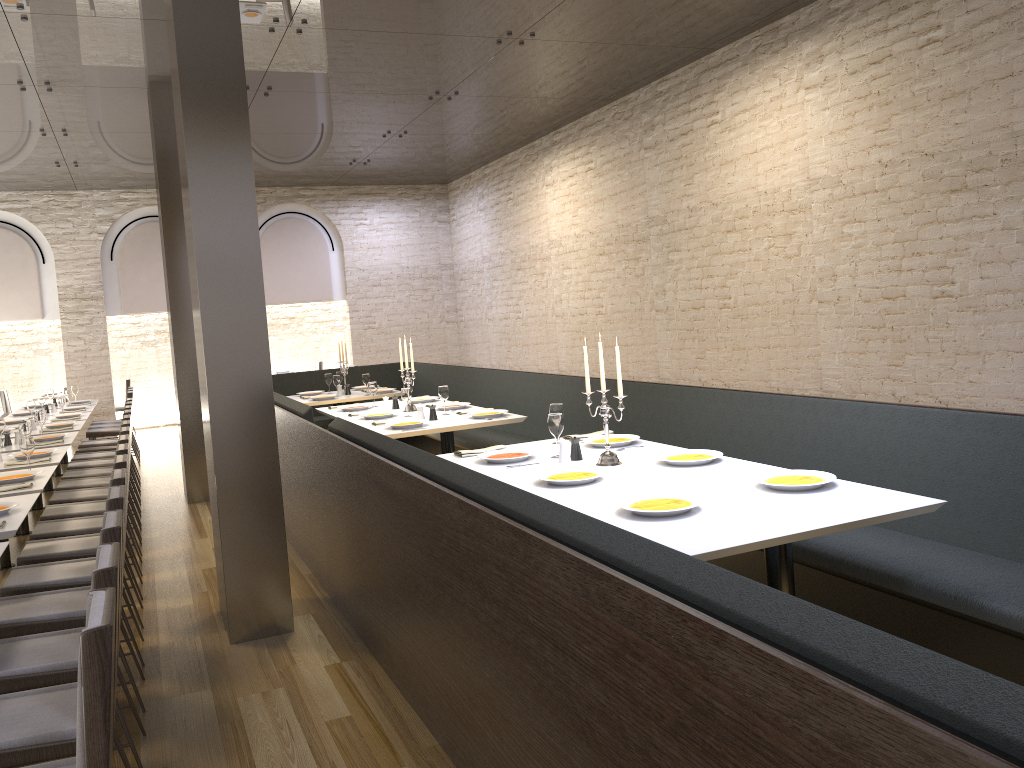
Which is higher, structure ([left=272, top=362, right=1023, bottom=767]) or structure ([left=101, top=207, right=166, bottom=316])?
structure ([left=101, top=207, right=166, bottom=316])

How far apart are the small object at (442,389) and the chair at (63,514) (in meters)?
2.33

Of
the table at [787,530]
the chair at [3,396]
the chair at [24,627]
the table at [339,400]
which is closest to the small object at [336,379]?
the table at [339,400]

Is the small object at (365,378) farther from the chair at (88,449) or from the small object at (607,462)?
the small object at (607,462)

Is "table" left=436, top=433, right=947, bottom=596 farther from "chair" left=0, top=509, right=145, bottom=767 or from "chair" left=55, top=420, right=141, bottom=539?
"chair" left=55, top=420, right=141, bottom=539

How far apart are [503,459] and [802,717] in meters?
3.3

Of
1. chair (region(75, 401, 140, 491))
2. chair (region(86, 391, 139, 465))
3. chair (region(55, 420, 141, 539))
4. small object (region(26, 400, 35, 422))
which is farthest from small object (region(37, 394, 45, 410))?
chair (region(55, 420, 141, 539))

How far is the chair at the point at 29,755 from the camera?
2.48m

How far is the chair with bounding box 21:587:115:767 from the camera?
2.0m

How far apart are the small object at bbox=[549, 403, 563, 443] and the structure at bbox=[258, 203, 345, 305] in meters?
10.5 m
